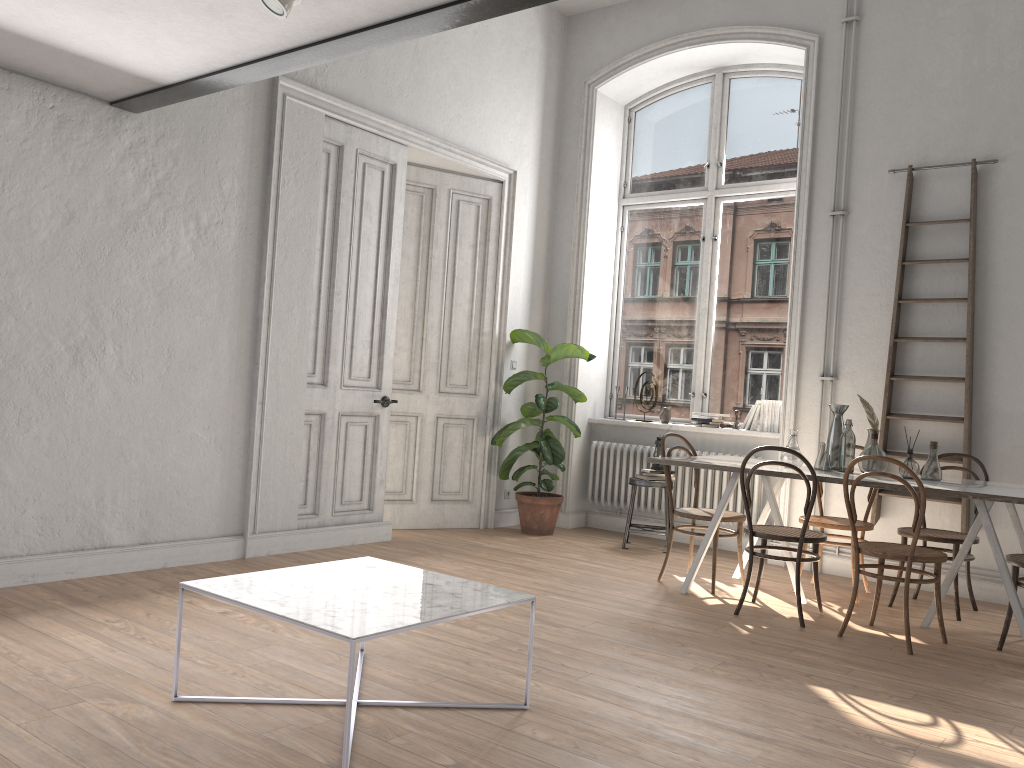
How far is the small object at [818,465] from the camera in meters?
5.1

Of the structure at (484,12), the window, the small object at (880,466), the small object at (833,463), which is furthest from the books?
the structure at (484,12)

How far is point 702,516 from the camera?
5.3m

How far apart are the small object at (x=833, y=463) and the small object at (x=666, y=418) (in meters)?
2.19

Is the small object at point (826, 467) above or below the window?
below

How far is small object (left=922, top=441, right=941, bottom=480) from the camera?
4.79m

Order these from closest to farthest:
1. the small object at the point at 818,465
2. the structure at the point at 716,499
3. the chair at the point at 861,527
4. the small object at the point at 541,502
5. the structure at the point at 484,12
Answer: the structure at the point at 484,12 → the small object at the point at 818,465 → the chair at the point at 861,527 → the structure at the point at 716,499 → the small object at the point at 541,502

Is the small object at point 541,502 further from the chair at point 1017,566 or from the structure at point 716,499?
the chair at point 1017,566

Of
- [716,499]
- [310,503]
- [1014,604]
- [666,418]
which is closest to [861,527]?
[1014,604]

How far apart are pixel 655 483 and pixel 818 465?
1.7m
